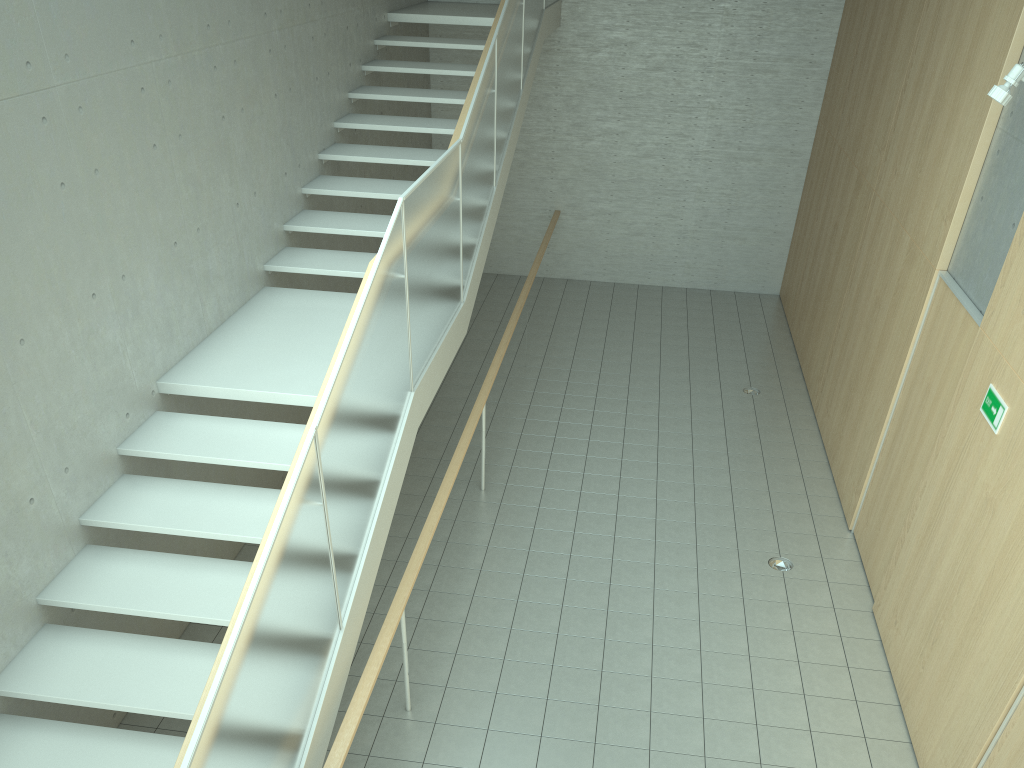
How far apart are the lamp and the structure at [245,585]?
3.30m

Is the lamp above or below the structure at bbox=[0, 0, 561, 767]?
above

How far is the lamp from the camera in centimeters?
486cm

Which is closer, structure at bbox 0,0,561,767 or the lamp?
structure at bbox 0,0,561,767

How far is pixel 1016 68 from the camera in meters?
4.9

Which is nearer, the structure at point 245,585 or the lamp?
the structure at point 245,585

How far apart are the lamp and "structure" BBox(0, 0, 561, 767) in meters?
3.3 m

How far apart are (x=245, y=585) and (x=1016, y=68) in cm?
490

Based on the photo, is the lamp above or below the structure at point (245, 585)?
above

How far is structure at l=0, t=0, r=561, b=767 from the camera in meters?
3.2 m
